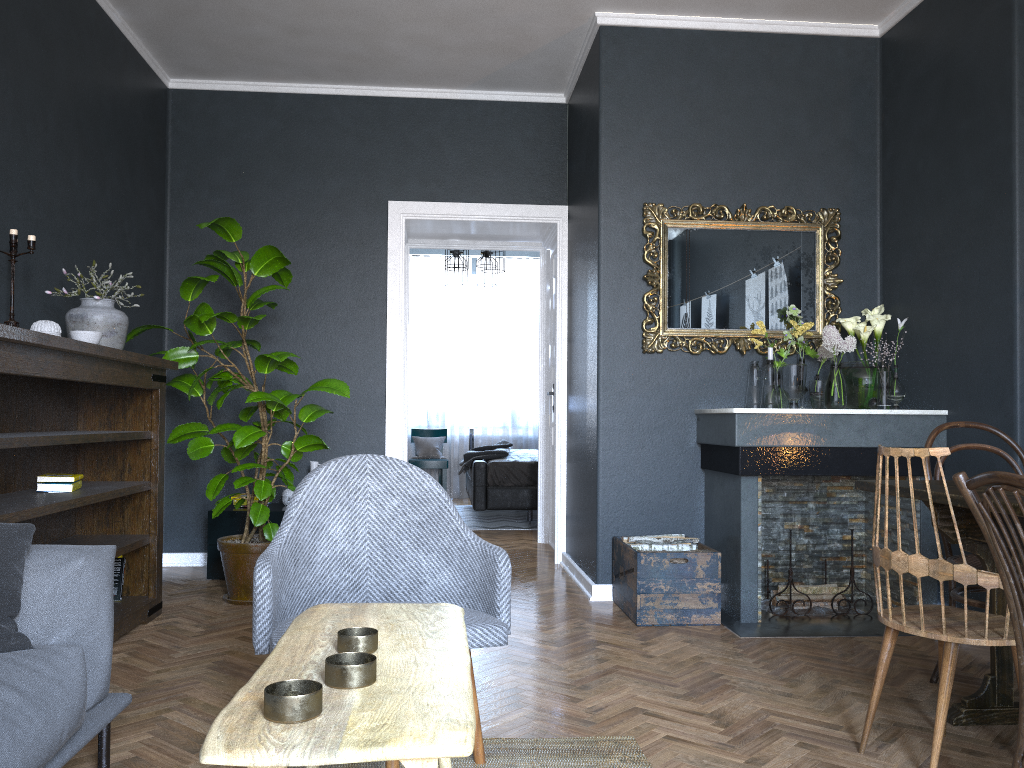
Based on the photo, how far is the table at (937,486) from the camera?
2.6m

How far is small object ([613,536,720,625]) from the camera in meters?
3.9

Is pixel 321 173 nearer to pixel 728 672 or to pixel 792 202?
pixel 792 202

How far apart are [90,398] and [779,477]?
3.4 meters

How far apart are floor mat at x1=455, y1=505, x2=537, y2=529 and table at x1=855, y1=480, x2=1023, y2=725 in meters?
4.8

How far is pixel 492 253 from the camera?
7.90m

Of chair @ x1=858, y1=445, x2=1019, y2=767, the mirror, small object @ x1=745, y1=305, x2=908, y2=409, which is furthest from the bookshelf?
small object @ x1=745, y1=305, x2=908, y2=409

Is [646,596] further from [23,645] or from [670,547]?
[23,645]

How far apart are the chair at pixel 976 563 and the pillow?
2.7 meters

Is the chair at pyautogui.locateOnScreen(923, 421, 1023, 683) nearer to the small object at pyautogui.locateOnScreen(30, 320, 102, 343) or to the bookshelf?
the bookshelf
